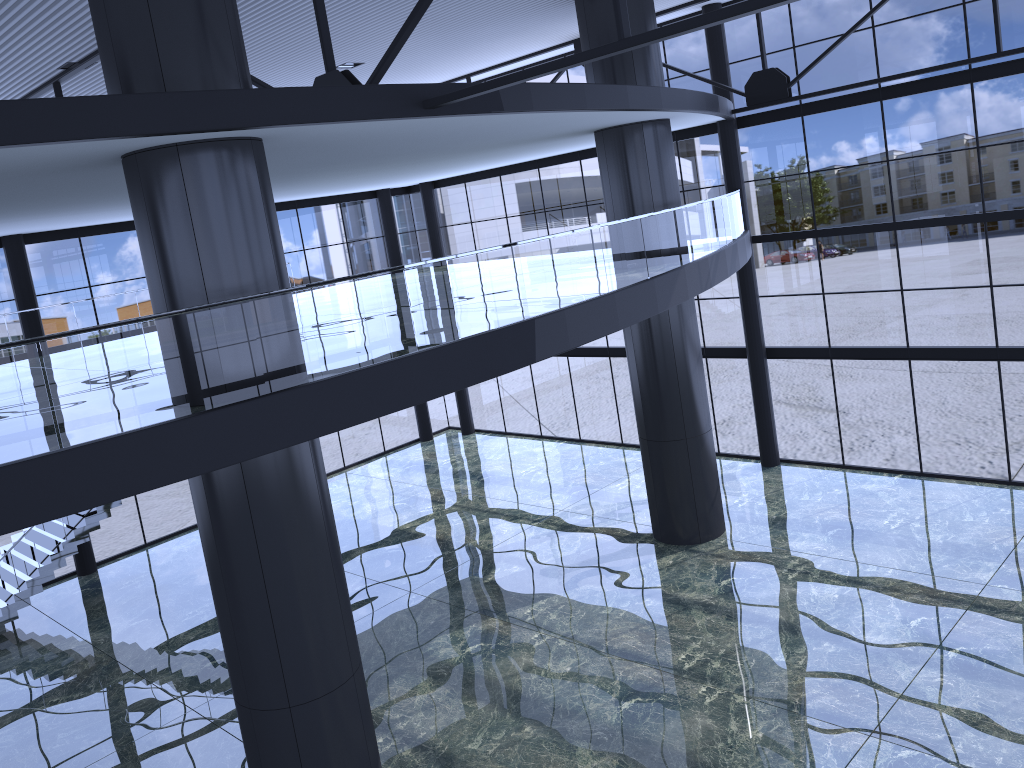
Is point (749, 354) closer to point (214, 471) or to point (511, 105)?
point (511, 105)

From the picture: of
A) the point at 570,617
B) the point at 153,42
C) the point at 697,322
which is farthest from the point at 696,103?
the point at 153,42

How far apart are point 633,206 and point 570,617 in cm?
833

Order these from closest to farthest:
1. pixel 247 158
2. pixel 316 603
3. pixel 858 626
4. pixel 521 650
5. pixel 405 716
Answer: pixel 247 158 → pixel 316 603 → pixel 405 716 → pixel 858 626 → pixel 521 650

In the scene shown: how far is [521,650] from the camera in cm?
1625
